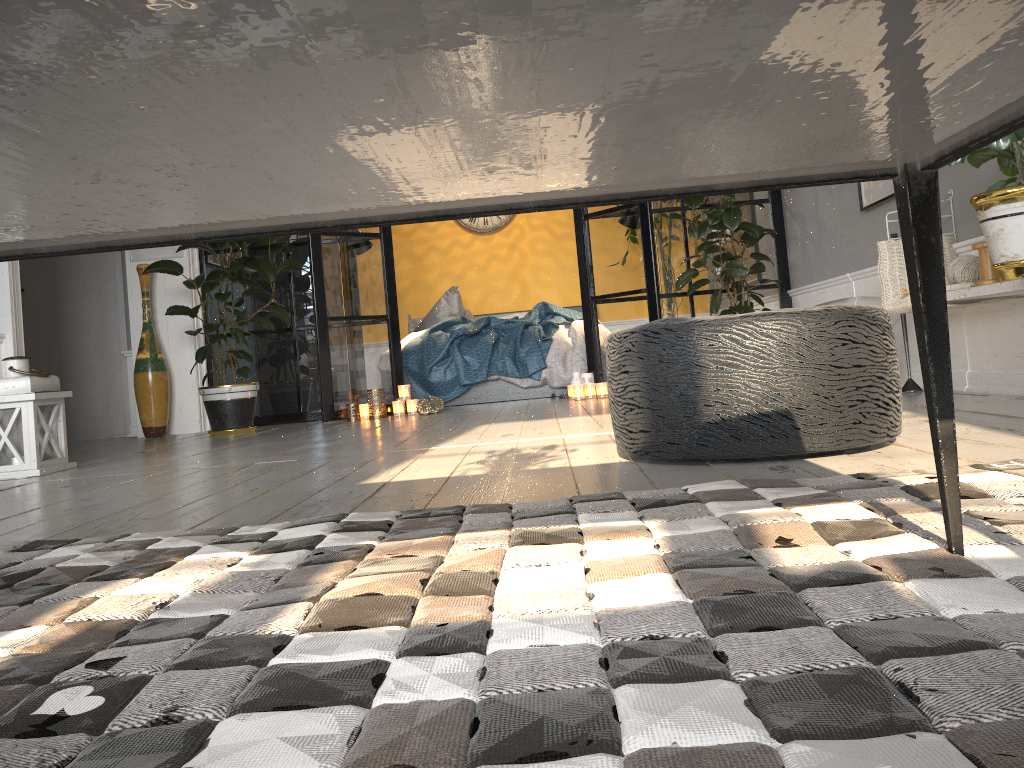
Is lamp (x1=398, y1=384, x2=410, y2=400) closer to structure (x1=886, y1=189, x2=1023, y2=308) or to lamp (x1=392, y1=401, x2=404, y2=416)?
lamp (x1=392, y1=401, x2=404, y2=416)

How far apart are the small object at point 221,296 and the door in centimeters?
106cm

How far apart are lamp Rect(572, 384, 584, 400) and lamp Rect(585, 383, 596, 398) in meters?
0.1

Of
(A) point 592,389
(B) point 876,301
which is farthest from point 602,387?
(B) point 876,301

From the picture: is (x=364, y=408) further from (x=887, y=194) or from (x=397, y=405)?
(x=887, y=194)

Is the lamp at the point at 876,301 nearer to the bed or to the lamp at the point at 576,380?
the lamp at the point at 576,380

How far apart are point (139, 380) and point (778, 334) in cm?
469

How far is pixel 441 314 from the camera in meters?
7.7 m

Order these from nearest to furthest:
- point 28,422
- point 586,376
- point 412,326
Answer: point 28,422
point 586,376
point 412,326

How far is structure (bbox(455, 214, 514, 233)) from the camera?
8.58m
